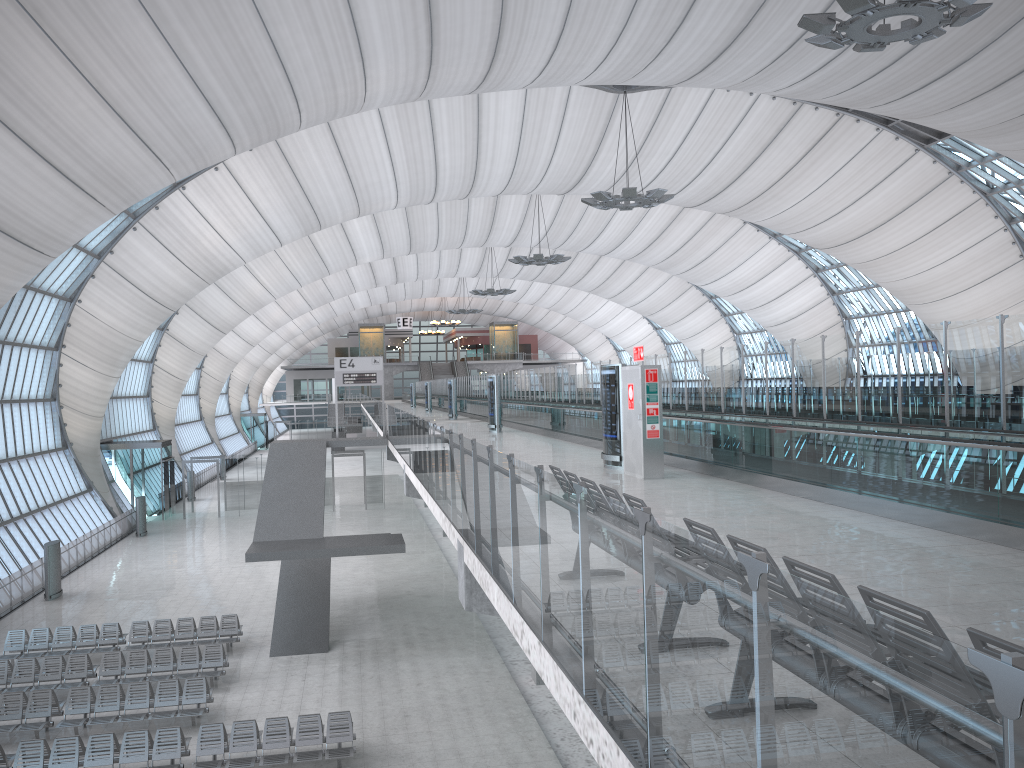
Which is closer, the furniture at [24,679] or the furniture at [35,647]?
the furniture at [24,679]

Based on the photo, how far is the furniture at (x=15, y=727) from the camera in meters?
16.6

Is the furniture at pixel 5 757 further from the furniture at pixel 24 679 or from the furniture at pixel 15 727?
the furniture at pixel 24 679

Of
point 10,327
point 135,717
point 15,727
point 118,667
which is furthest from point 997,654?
point 10,327

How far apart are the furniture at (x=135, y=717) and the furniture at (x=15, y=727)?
0.3m

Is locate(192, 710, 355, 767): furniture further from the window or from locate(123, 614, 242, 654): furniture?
the window

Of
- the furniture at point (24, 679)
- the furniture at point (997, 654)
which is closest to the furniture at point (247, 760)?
the furniture at point (24, 679)

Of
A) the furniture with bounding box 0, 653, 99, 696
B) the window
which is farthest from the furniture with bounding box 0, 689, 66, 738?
the window

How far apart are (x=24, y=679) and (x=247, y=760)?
7.44m

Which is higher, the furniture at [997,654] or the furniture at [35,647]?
the furniture at [997,654]
